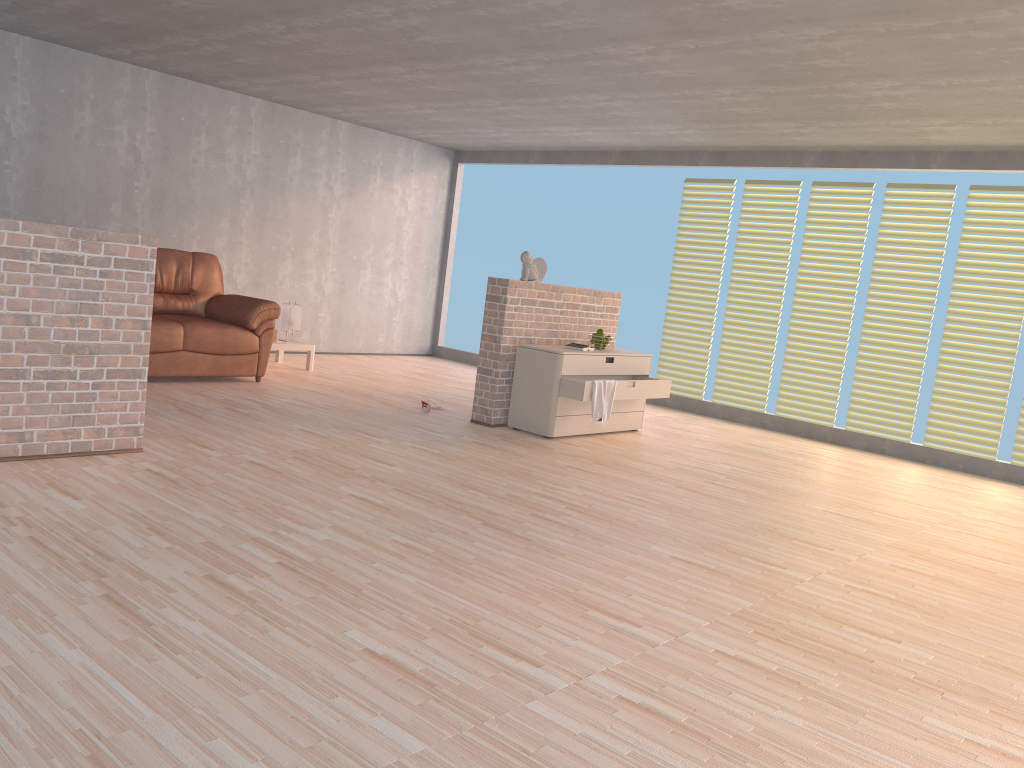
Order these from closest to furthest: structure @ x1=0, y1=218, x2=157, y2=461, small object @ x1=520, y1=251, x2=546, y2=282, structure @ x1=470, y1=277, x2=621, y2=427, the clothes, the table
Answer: structure @ x1=0, y1=218, x2=157, y2=461 < the clothes < structure @ x1=470, y1=277, x2=621, y2=427 < small object @ x1=520, y1=251, x2=546, y2=282 < the table

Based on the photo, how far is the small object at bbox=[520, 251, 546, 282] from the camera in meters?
6.4

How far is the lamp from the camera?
8.1 meters

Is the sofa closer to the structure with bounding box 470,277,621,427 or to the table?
the table

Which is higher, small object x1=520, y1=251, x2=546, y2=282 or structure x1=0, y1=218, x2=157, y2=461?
small object x1=520, y1=251, x2=546, y2=282

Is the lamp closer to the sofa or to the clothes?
the sofa

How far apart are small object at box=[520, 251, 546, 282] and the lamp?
2.67m

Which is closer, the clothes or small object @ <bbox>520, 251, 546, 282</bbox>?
the clothes

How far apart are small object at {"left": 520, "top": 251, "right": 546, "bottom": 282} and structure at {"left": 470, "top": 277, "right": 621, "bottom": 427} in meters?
0.1

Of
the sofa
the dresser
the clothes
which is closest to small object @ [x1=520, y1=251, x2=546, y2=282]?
the dresser
